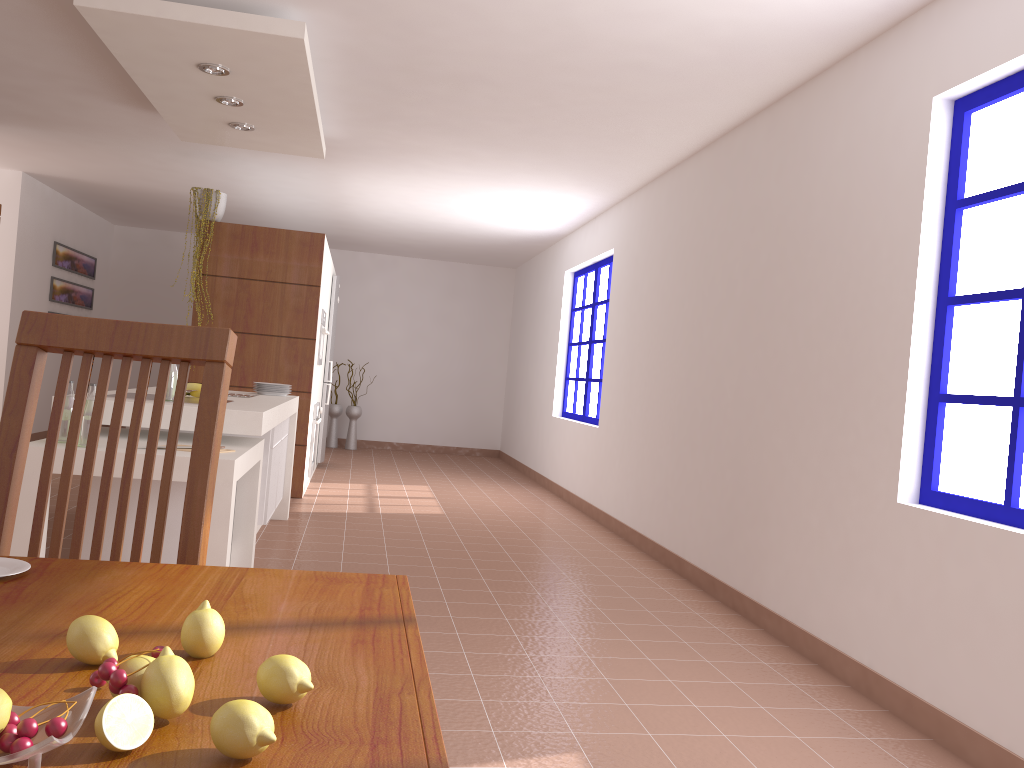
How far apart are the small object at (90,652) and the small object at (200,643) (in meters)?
0.06

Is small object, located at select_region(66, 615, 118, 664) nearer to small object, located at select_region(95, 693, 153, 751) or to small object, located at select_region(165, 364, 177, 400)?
small object, located at select_region(95, 693, 153, 751)

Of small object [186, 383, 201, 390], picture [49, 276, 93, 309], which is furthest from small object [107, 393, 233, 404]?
picture [49, 276, 93, 309]

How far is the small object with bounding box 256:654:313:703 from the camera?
0.7m

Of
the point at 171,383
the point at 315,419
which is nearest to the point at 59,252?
the point at 315,419

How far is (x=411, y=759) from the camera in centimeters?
64cm

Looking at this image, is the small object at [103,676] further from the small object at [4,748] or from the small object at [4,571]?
the small object at [4,571]

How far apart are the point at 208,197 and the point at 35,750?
6.4m

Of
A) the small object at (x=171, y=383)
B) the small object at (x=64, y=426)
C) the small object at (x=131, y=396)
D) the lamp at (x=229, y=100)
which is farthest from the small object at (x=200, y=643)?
the lamp at (x=229, y=100)

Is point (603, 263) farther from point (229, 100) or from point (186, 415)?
point (186, 415)
